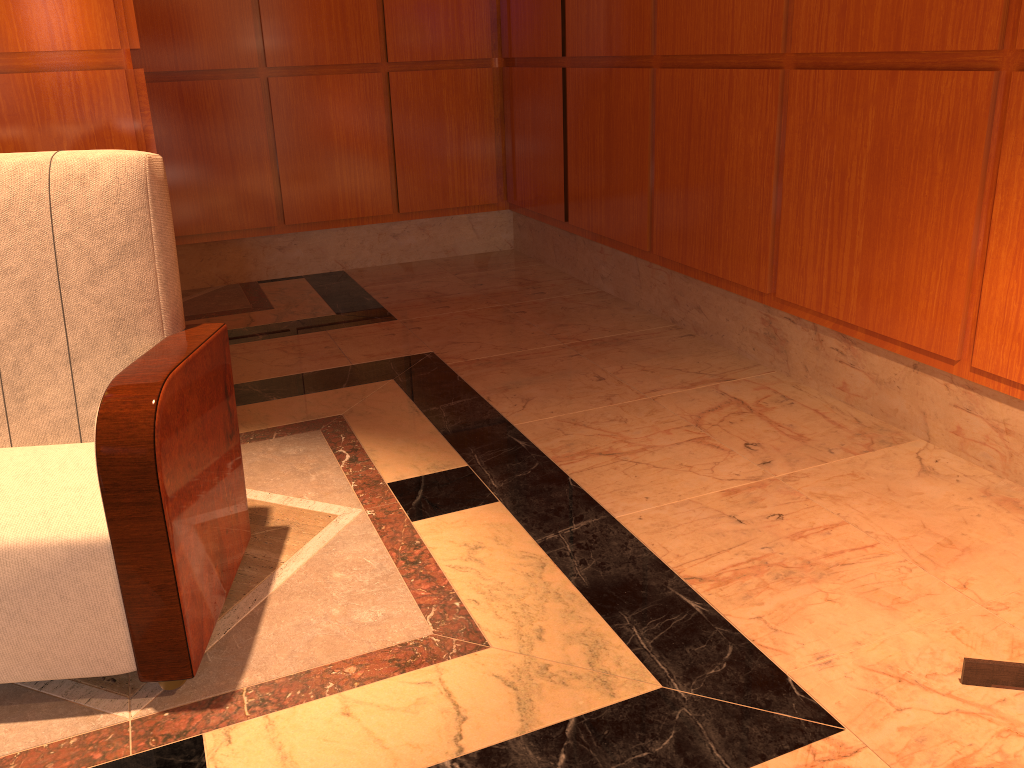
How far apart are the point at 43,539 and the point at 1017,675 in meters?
1.8 m

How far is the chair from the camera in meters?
1.6

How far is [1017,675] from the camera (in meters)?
1.62

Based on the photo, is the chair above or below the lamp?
above

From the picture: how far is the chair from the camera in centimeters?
157cm

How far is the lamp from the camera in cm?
162

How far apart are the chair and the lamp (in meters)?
1.44

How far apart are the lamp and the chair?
1.4 meters
